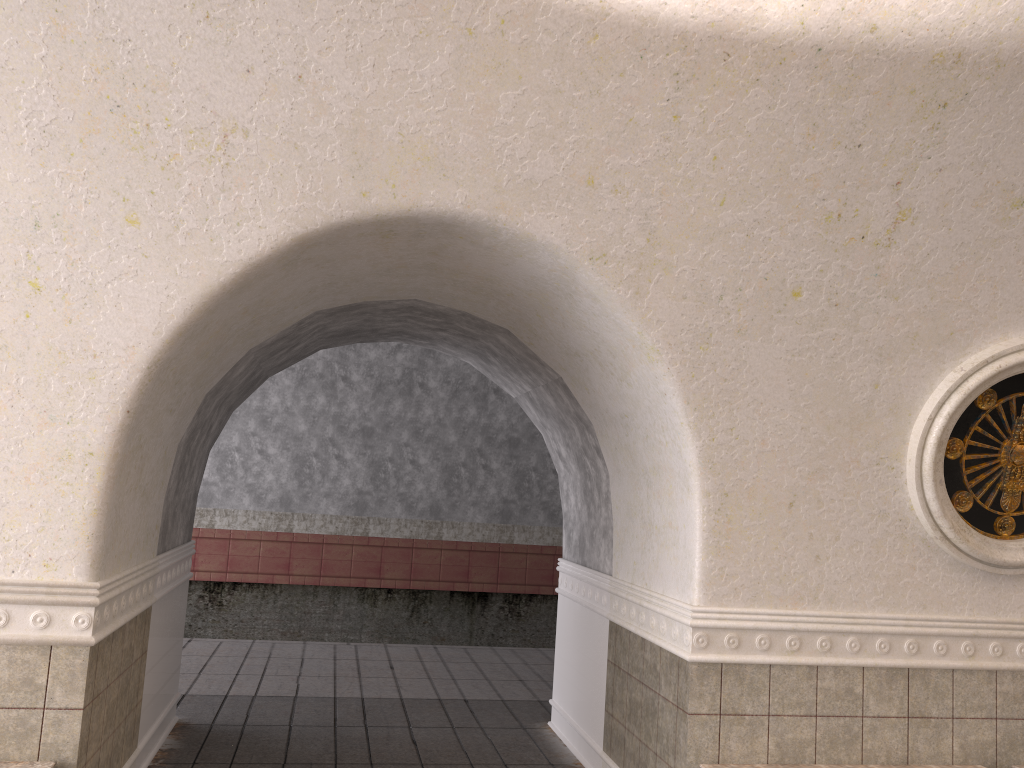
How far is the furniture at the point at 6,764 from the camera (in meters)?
3.58

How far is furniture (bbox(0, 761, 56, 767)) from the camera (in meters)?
3.58

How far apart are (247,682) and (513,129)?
5.6 meters

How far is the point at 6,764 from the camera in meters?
3.6 m
